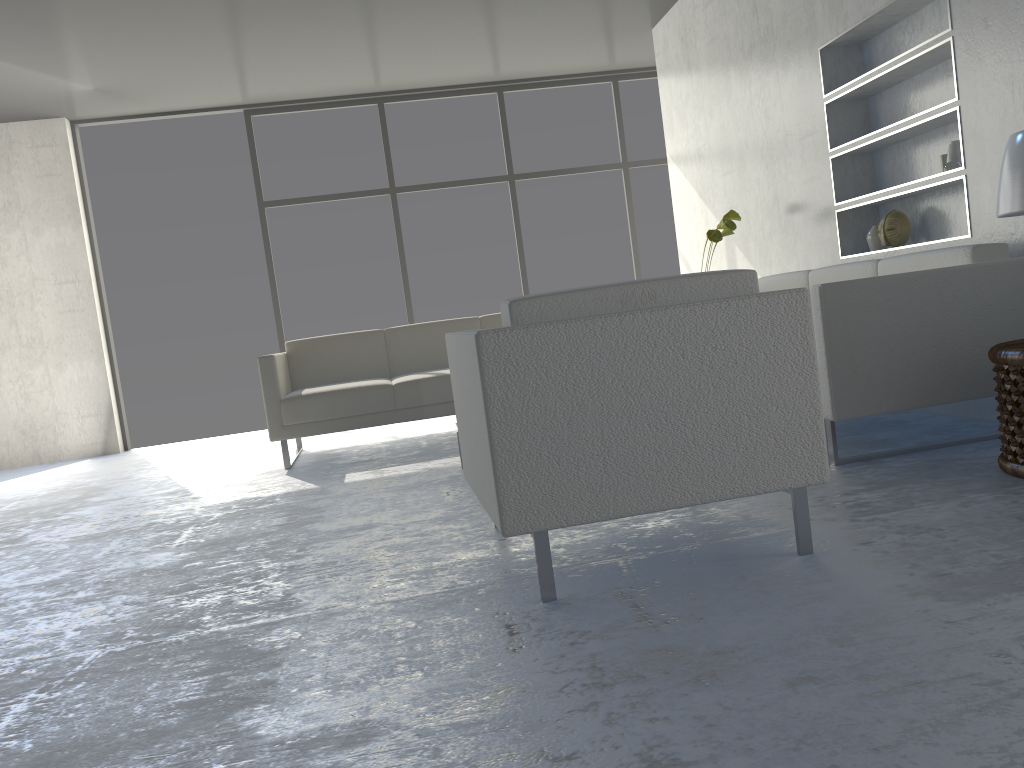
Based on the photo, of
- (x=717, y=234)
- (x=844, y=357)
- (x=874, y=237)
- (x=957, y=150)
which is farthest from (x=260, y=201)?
(x=844, y=357)

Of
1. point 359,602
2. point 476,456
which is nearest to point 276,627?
point 359,602

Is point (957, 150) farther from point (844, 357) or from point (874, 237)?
point (844, 357)

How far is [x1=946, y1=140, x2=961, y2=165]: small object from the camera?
3.44m

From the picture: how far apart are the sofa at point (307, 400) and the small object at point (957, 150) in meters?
2.5 m

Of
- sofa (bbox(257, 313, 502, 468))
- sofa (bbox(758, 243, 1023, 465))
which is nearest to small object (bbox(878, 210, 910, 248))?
sofa (bbox(758, 243, 1023, 465))

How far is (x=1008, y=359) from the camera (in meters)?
2.38

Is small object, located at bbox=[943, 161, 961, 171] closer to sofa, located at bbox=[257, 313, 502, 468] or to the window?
sofa, located at bbox=[257, 313, 502, 468]

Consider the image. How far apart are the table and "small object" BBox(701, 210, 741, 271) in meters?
2.2

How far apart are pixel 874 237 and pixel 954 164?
0.7m
